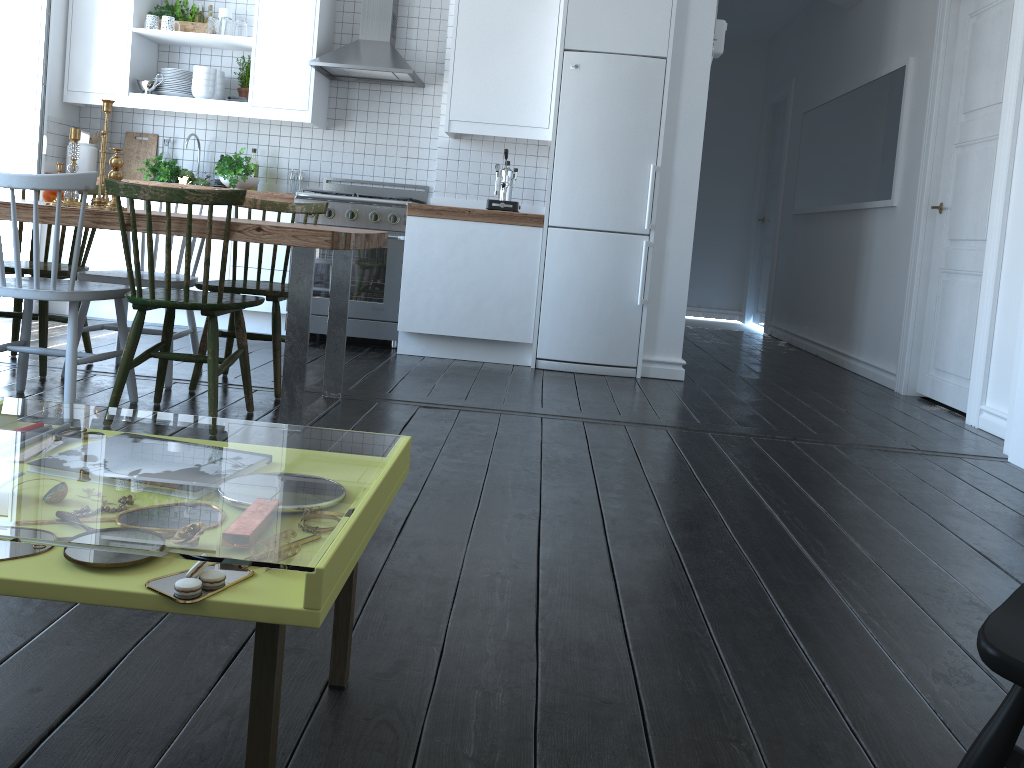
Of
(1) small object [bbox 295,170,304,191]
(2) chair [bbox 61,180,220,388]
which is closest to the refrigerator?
(1) small object [bbox 295,170,304,191]

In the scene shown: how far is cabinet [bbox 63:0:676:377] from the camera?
4.8 meters

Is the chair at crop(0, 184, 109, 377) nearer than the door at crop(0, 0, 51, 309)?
Yes

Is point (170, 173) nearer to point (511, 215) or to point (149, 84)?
point (149, 84)

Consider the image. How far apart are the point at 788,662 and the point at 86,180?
2.5m

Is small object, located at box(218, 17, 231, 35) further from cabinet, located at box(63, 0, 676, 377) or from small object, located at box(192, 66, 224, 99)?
small object, located at box(192, 66, 224, 99)

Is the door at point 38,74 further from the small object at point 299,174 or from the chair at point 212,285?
the chair at point 212,285

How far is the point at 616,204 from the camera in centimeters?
487cm

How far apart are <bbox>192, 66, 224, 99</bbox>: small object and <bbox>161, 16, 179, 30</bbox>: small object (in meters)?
0.31

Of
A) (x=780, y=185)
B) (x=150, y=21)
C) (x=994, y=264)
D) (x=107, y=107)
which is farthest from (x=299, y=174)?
(x=780, y=185)
